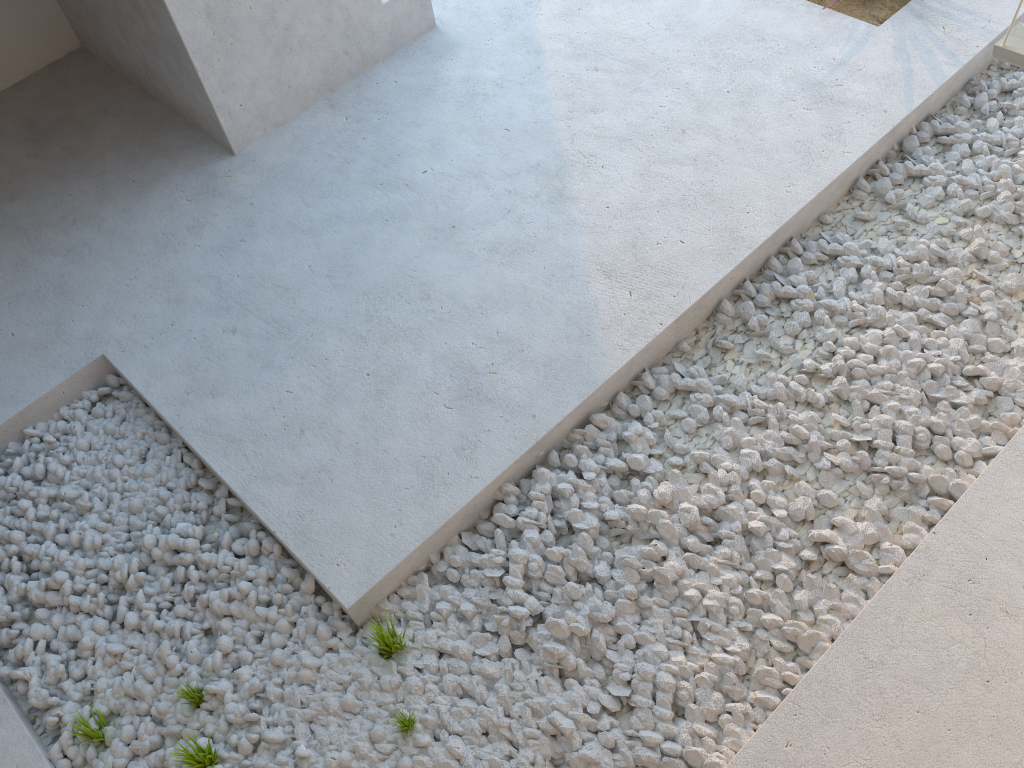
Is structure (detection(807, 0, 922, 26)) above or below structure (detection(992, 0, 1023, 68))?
below

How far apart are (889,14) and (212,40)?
2.35m

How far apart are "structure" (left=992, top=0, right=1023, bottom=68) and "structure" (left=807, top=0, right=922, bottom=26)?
0.8 meters

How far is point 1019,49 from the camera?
2.4m

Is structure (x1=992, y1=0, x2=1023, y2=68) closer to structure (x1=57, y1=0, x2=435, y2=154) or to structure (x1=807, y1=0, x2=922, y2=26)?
structure (x1=807, y1=0, x2=922, y2=26)

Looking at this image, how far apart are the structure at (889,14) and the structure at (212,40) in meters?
1.5 m

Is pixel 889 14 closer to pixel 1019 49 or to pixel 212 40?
pixel 1019 49

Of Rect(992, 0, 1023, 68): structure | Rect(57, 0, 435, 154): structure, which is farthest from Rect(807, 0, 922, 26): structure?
Rect(57, 0, 435, 154): structure

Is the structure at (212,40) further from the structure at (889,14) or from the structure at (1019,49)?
the structure at (1019,49)

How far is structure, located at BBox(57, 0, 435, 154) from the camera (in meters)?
2.85
